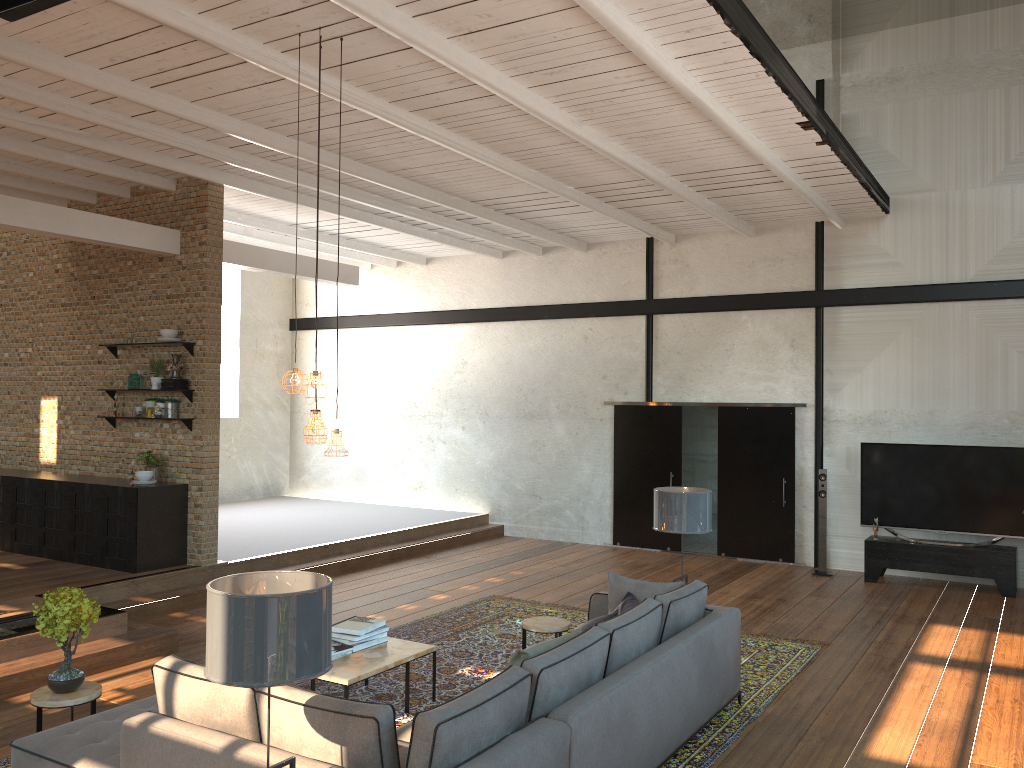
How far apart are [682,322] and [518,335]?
2.6m

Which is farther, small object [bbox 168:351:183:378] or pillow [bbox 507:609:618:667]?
small object [bbox 168:351:183:378]

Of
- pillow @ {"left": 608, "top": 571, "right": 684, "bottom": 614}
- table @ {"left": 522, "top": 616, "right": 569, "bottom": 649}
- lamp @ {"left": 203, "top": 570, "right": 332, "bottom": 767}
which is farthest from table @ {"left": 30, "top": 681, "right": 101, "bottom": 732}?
pillow @ {"left": 608, "top": 571, "right": 684, "bottom": 614}

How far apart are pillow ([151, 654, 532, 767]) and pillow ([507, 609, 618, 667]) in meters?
0.3

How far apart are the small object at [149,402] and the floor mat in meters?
3.7 m

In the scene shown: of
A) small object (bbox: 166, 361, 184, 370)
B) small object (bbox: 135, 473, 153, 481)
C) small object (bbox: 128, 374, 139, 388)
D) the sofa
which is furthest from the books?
small object (bbox: 128, 374, 139, 388)

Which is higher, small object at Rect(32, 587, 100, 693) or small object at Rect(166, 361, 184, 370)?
small object at Rect(166, 361, 184, 370)

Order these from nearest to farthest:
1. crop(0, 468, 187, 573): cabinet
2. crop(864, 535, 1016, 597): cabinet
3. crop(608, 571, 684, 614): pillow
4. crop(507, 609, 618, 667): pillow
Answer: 1. crop(507, 609, 618, 667): pillow
2. crop(608, 571, 684, 614): pillow
3. crop(0, 468, 187, 573): cabinet
4. crop(864, 535, 1016, 597): cabinet

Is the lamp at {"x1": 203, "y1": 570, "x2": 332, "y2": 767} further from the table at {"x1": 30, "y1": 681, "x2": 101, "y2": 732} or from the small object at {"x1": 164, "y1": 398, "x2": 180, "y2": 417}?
the small object at {"x1": 164, "y1": 398, "x2": 180, "y2": 417}

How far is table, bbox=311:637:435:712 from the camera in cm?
542
